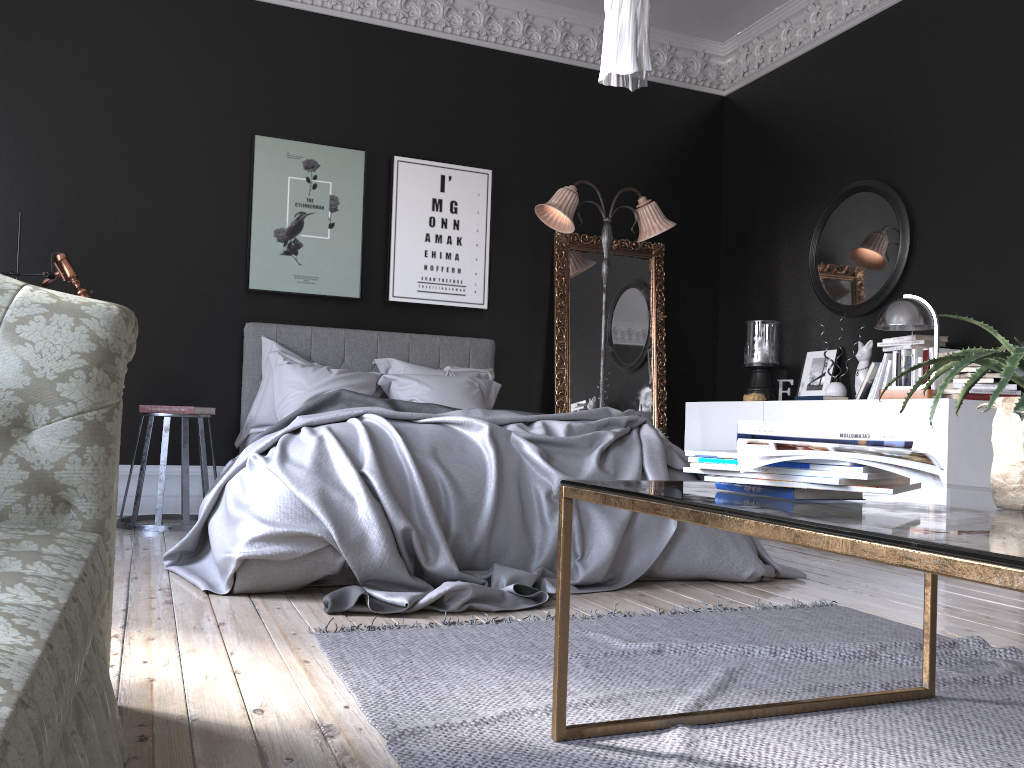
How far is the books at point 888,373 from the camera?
5.3 meters

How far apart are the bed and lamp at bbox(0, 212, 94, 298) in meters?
1.2 m

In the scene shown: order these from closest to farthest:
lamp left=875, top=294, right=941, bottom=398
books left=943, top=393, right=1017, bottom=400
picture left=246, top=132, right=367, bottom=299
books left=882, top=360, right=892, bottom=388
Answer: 1. books left=943, top=393, right=1017, bottom=400
2. lamp left=875, top=294, right=941, bottom=398
3. books left=882, top=360, right=892, bottom=388
4. picture left=246, top=132, right=367, bottom=299

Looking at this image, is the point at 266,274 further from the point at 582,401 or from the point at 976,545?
the point at 976,545

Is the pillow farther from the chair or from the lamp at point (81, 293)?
the lamp at point (81, 293)

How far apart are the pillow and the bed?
0.0m

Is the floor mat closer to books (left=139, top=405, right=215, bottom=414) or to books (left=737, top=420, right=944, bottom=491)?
books (left=737, top=420, right=944, bottom=491)

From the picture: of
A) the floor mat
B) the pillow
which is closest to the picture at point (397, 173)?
the pillow

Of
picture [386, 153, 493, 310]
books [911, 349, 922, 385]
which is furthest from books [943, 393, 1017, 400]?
picture [386, 153, 493, 310]

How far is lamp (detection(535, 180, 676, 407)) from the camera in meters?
6.1 m
